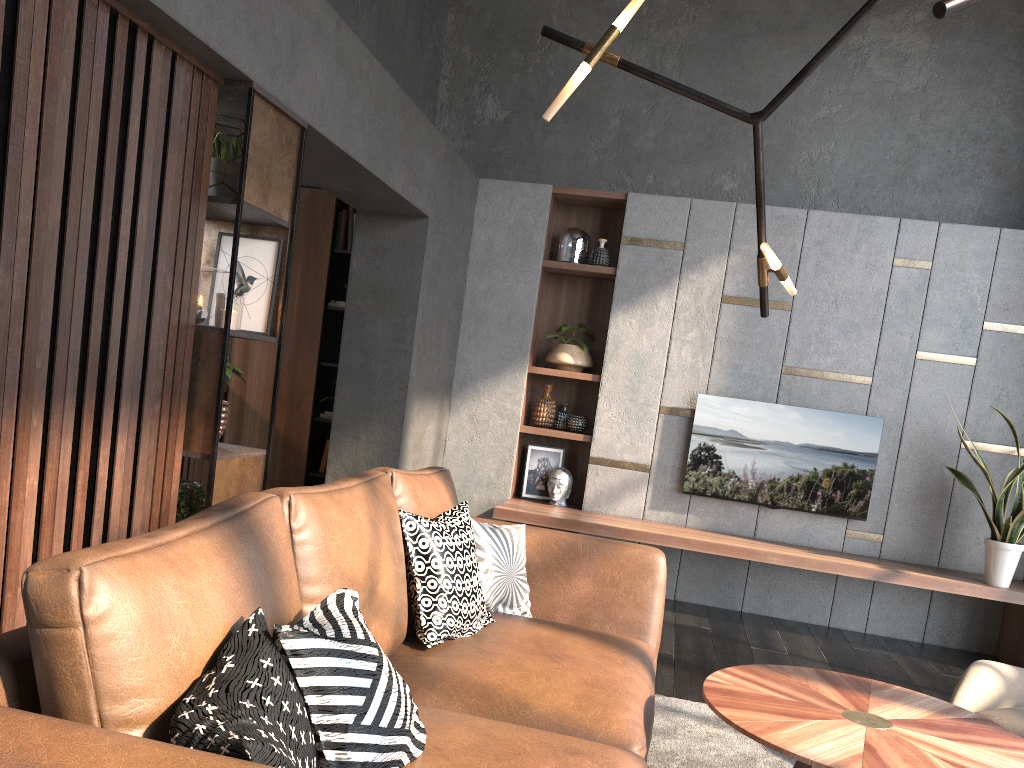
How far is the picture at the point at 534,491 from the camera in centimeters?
588cm

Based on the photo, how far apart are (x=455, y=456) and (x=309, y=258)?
1.7m

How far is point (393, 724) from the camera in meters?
1.5 m

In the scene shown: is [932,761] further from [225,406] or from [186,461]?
[186,461]

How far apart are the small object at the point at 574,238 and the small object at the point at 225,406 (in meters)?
3.14

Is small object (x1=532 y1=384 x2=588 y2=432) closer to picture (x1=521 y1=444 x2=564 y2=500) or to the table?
picture (x1=521 y1=444 x2=564 y2=500)

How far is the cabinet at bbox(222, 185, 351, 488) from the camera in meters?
6.0

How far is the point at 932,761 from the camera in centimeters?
194cm

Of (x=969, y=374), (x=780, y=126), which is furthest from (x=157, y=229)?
(x=969, y=374)

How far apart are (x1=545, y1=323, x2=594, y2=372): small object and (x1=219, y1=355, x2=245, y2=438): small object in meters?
2.9 m
